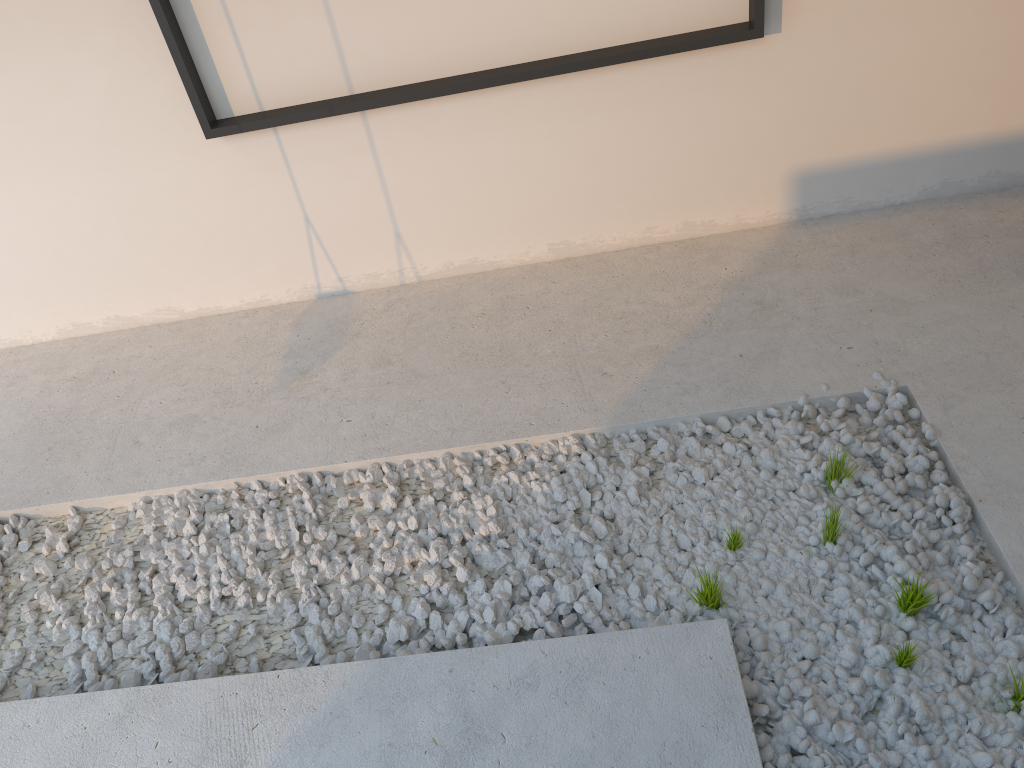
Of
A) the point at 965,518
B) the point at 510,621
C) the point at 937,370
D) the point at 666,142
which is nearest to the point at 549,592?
the point at 510,621
